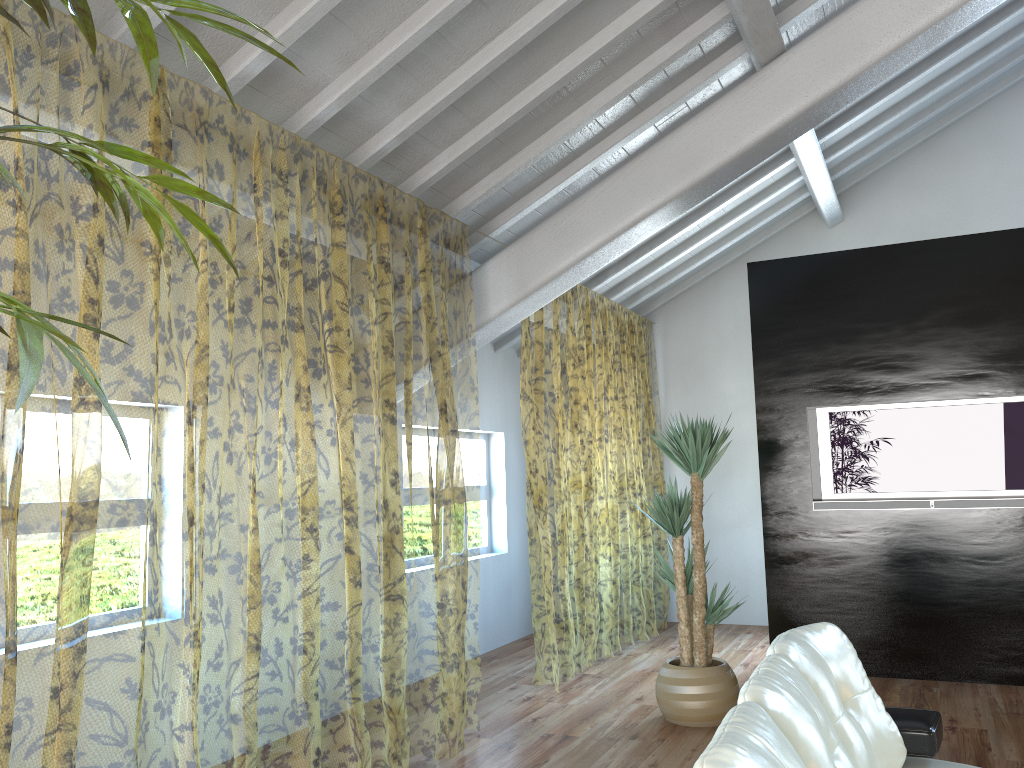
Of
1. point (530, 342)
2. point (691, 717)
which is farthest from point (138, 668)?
point (530, 342)

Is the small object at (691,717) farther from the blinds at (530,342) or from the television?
the television

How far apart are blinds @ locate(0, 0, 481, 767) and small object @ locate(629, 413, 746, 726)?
1.0 meters

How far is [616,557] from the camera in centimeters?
1695cm

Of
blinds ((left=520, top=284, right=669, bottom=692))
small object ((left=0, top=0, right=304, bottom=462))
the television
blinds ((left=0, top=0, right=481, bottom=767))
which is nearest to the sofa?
small object ((left=0, top=0, right=304, bottom=462))

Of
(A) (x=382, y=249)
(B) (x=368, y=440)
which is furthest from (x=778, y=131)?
(A) (x=382, y=249)

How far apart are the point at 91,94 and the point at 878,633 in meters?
6.9

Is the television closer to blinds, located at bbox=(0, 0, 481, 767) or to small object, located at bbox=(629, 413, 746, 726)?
small object, located at bbox=(629, 413, 746, 726)

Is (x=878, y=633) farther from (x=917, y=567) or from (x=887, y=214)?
(x=887, y=214)

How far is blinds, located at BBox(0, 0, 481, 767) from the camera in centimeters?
656cm
